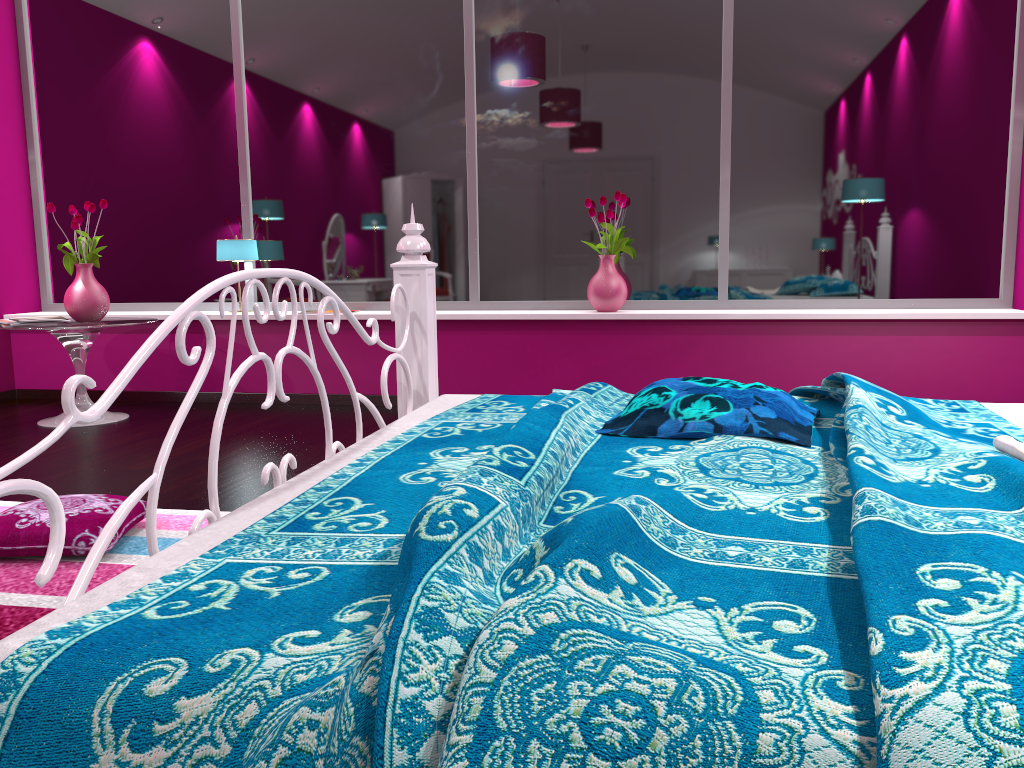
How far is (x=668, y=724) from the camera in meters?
0.7

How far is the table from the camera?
4.2m

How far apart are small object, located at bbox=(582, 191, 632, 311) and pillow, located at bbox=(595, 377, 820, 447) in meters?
2.7

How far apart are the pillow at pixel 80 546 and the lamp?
2.6 meters

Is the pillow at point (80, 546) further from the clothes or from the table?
the clothes

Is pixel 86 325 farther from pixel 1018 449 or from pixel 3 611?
pixel 1018 449

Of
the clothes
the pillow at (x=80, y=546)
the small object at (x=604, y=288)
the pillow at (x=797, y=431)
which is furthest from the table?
the clothes

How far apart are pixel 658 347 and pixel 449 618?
3.8 meters

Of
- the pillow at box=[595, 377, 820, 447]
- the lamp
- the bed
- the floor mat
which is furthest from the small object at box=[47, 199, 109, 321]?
the pillow at box=[595, 377, 820, 447]

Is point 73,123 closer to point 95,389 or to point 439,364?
point 95,389
